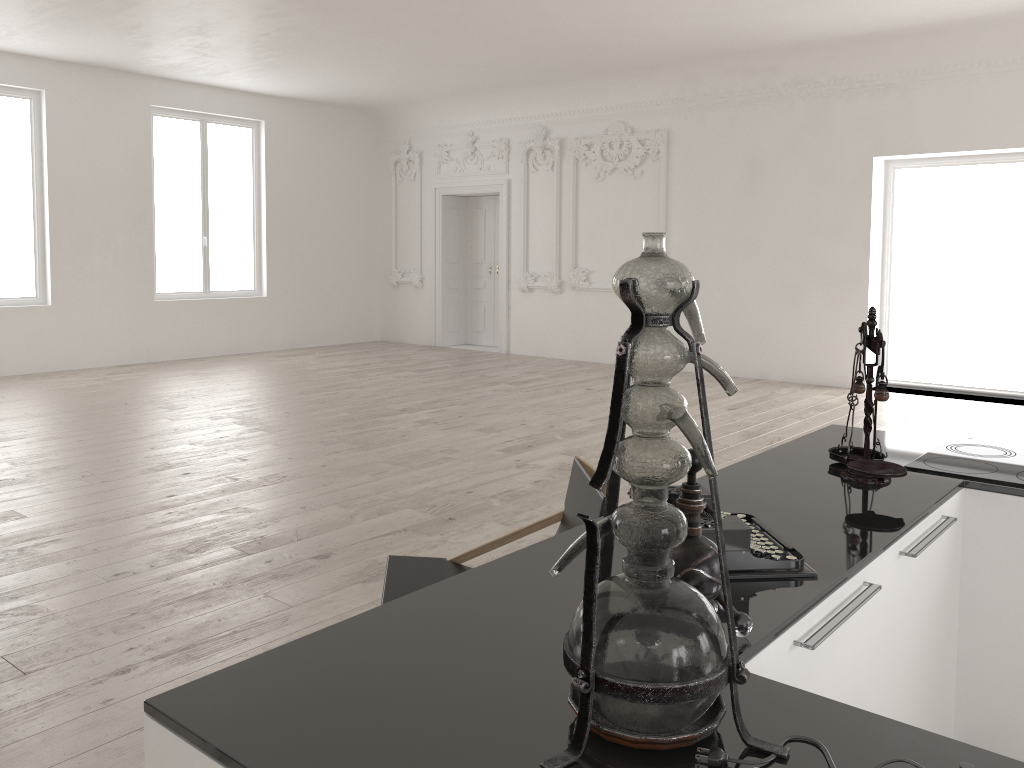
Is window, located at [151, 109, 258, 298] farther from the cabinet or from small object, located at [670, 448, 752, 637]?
small object, located at [670, 448, 752, 637]

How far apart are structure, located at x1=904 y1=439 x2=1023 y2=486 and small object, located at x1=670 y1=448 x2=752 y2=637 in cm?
136

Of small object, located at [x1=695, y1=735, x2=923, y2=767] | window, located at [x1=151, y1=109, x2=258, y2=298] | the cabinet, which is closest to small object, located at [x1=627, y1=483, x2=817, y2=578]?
the cabinet

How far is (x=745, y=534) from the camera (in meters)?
1.74

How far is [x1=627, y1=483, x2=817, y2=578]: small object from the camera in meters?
1.7 m

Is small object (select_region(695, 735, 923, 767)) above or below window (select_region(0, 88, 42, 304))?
below

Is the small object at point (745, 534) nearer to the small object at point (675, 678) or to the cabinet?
the cabinet

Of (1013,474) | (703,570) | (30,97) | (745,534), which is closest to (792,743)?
(703,570)

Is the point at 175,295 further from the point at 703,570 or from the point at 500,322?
the point at 703,570

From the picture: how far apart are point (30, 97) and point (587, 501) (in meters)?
10.46
